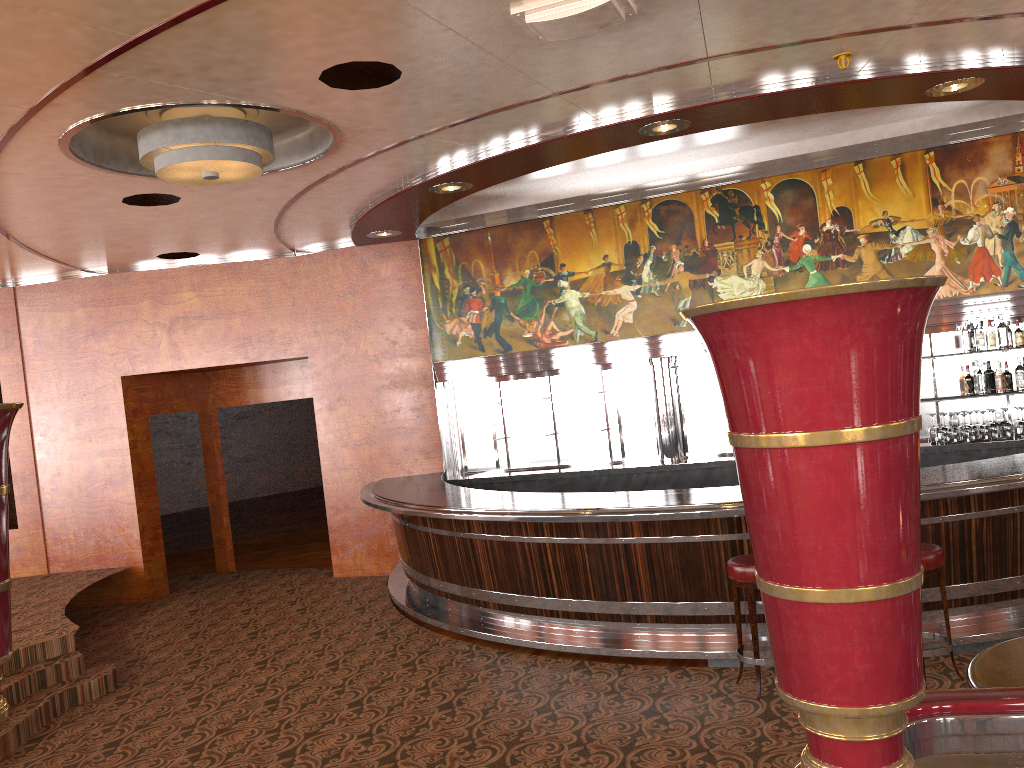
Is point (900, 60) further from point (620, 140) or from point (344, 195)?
point (344, 195)

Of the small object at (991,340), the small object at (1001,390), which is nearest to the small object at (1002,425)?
the small object at (1001,390)

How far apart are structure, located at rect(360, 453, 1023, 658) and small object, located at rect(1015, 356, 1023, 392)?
1.9m

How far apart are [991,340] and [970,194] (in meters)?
1.28

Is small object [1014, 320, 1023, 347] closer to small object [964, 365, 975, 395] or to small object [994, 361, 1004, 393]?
small object [994, 361, 1004, 393]

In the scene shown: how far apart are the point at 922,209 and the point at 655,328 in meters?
2.6

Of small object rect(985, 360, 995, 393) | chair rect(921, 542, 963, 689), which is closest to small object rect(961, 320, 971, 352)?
chair rect(921, 542, 963, 689)

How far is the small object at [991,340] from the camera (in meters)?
7.58

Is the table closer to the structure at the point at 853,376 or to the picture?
the structure at the point at 853,376

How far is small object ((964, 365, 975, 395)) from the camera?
7.74m
